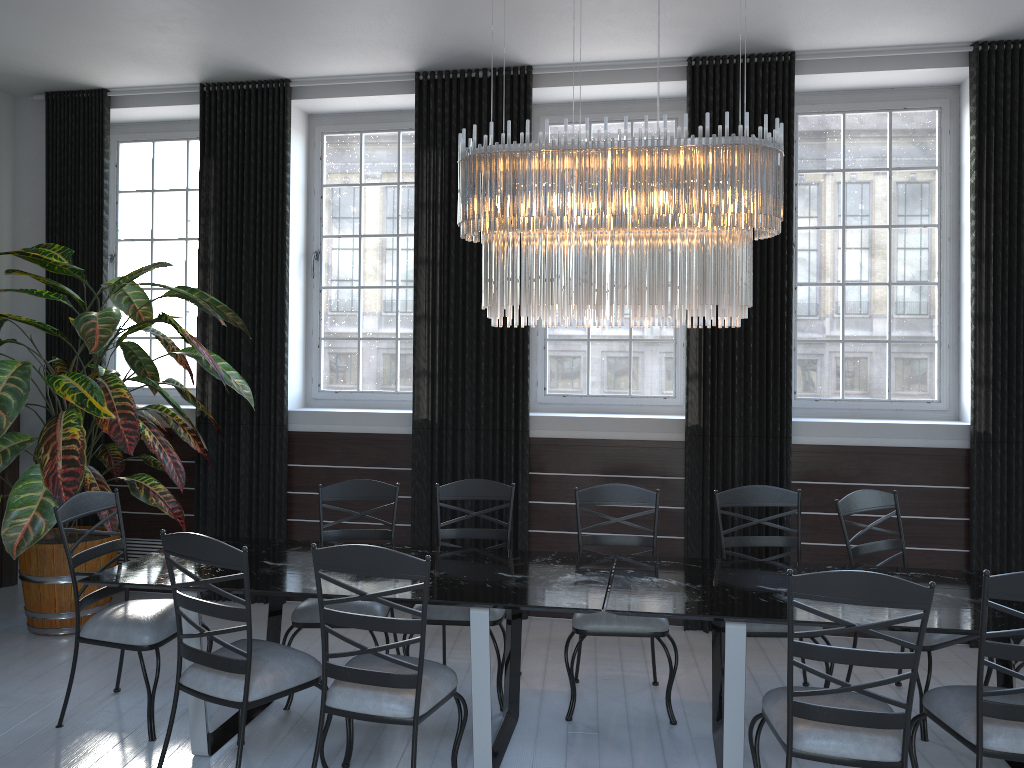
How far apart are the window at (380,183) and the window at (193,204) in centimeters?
84cm

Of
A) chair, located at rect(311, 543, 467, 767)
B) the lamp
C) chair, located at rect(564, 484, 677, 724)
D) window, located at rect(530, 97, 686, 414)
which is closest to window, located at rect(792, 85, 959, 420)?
window, located at rect(530, 97, 686, 414)

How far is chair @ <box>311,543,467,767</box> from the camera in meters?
2.9

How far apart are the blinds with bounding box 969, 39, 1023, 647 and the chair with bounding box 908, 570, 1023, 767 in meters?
2.1

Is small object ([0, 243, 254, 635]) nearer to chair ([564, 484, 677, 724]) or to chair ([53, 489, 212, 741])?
chair ([53, 489, 212, 741])

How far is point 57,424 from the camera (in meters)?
4.50

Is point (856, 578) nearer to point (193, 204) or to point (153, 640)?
point (153, 640)

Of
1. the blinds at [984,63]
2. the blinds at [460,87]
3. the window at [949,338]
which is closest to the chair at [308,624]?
the blinds at [460,87]

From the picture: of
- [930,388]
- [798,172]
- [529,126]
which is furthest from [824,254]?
[529,126]

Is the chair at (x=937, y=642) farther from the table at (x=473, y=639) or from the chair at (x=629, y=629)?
the table at (x=473, y=639)
